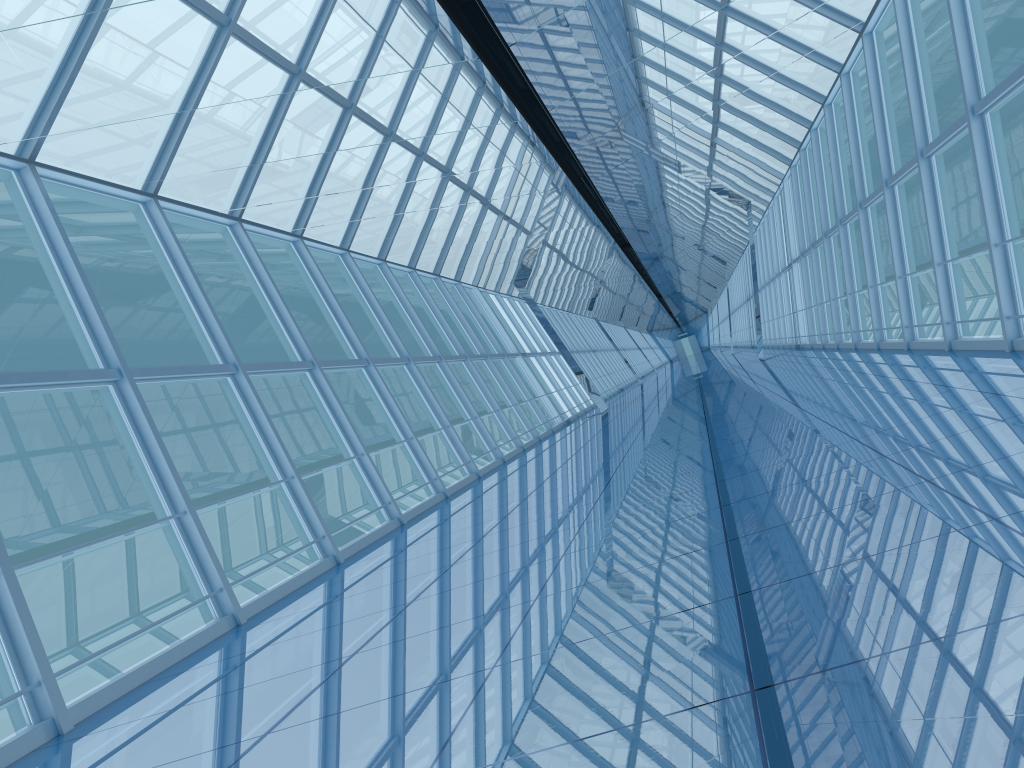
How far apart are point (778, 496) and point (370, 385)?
27.0m

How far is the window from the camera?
8.1m

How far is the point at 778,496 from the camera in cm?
523

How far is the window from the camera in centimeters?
806cm
